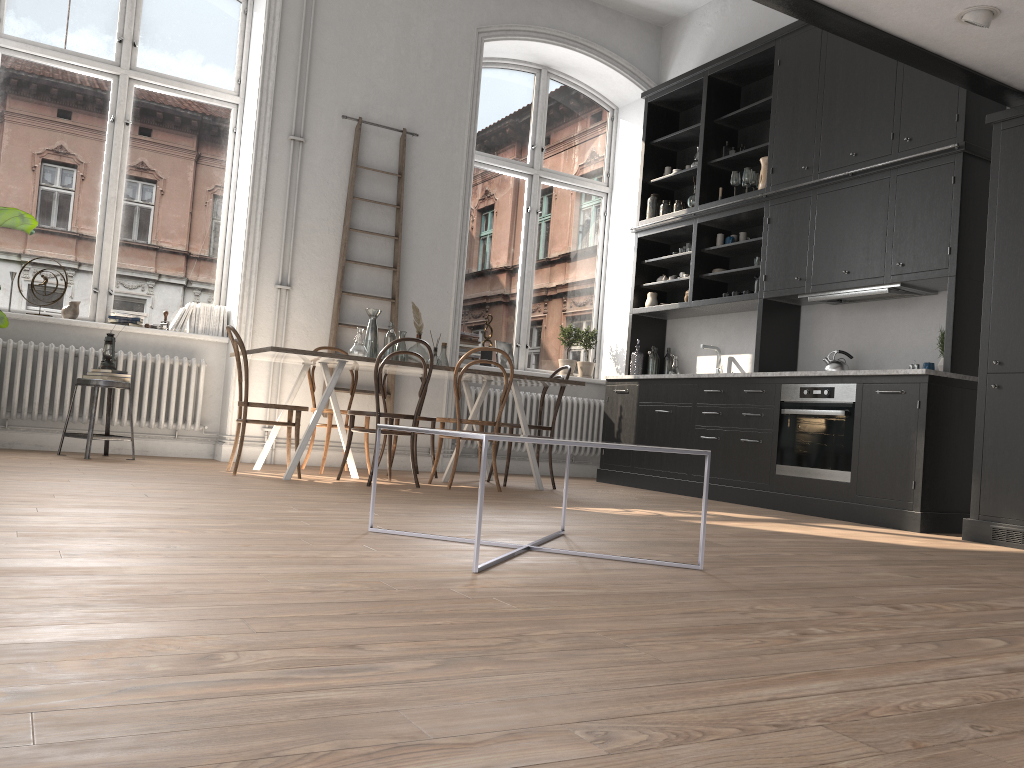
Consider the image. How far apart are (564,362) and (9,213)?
4.8 meters

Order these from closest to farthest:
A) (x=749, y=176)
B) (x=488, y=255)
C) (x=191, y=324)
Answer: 1. (x=191, y=324)
2. (x=749, y=176)
3. (x=488, y=255)

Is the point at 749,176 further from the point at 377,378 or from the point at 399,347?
the point at 377,378

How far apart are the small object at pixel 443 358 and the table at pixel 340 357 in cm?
10

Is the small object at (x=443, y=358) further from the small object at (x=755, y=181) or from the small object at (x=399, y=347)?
the small object at (x=755, y=181)

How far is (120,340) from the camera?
6.52m

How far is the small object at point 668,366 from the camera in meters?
8.0

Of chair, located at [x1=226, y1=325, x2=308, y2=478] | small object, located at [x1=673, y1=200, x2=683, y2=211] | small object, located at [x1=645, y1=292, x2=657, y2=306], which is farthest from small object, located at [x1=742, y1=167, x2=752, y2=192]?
chair, located at [x1=226, y1=325, x2=308, y2=478]

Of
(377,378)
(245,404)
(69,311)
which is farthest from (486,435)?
(69,311)

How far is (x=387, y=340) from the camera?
6.1 meters
